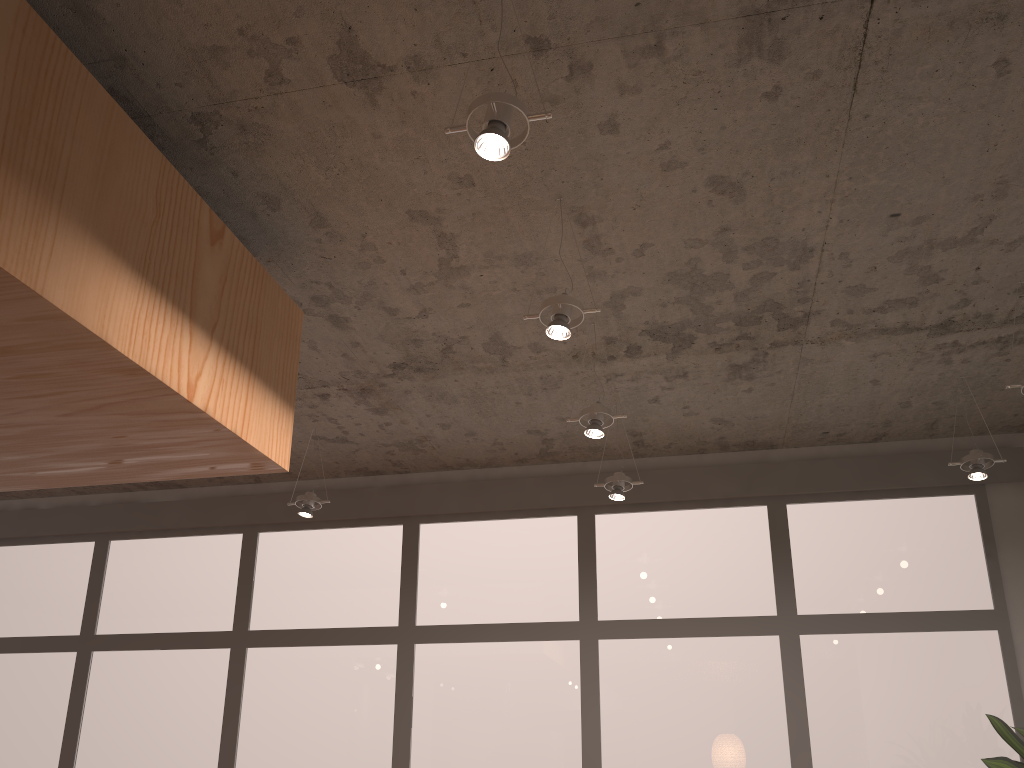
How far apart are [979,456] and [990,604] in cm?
99

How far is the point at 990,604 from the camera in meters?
4.3

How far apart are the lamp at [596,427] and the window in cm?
152

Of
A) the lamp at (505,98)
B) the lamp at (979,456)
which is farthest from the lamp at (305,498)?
the lamp at (979,456)

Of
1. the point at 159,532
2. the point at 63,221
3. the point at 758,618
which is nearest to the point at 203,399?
the point at 63,221

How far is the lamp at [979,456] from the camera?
3.7 meters

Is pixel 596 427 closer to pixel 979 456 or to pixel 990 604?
pixel 979 456

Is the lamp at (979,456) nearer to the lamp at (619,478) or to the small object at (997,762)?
the small object at (997,762)

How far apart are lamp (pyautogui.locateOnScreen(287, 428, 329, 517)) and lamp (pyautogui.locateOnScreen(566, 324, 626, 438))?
1.62m

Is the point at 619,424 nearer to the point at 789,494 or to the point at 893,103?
the point at 789,494
